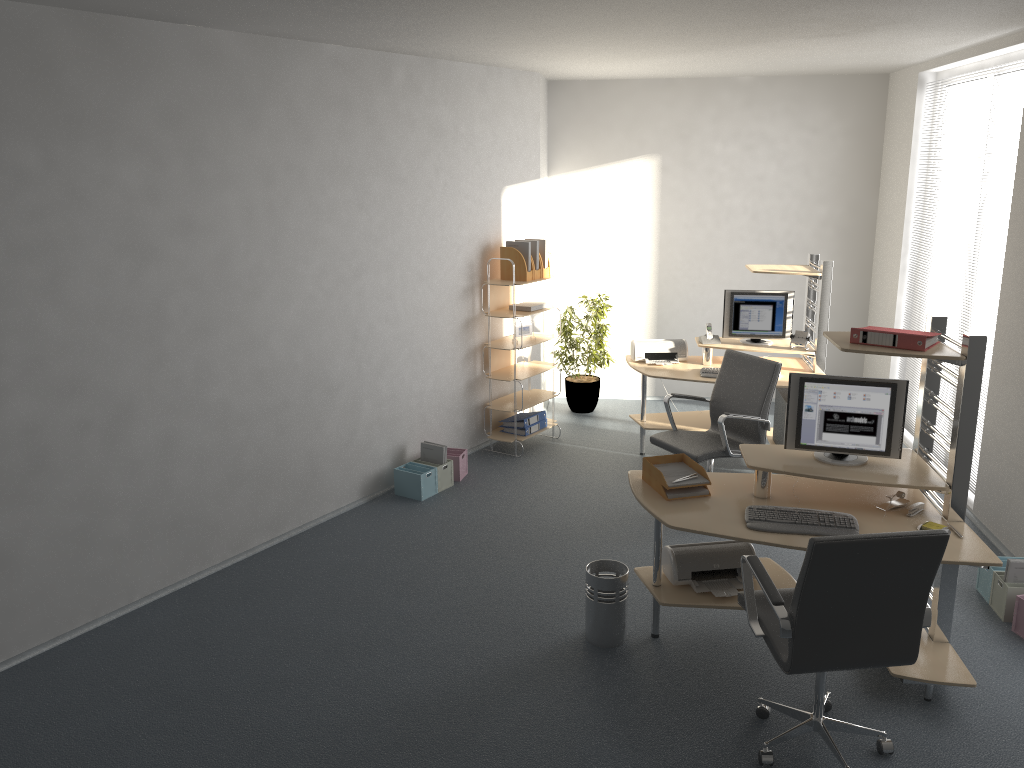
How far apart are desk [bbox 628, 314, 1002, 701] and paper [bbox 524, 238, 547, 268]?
2.98m

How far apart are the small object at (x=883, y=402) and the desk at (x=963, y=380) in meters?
0.0

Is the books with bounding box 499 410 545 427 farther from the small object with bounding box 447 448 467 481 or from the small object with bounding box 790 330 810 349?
the small object with bounding box 790 330 810 349

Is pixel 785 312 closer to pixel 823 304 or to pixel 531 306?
pixel 823 304

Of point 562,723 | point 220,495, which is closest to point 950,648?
point 562,723

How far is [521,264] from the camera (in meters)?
6.88

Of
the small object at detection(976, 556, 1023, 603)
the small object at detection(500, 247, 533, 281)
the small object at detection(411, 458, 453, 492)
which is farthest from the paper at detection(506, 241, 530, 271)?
the small object at detection(976, 556, 1023, 603)

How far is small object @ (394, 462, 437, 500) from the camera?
6.2 meters

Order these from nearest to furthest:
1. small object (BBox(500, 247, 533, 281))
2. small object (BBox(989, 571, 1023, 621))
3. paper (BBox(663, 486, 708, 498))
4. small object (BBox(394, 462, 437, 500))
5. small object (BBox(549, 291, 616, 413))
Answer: paper (BBox(663, 486, 708, 498)) → small object (BBox(989, 571, 1023, 621)) → small object (BBox(394, 462, 437, 500)) → small object (BBox(500, 247, 533, 281)) → small object (BBox(549, 291, 616, 413))

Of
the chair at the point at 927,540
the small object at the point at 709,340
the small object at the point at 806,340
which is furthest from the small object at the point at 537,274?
the chair at the point at 927,540
